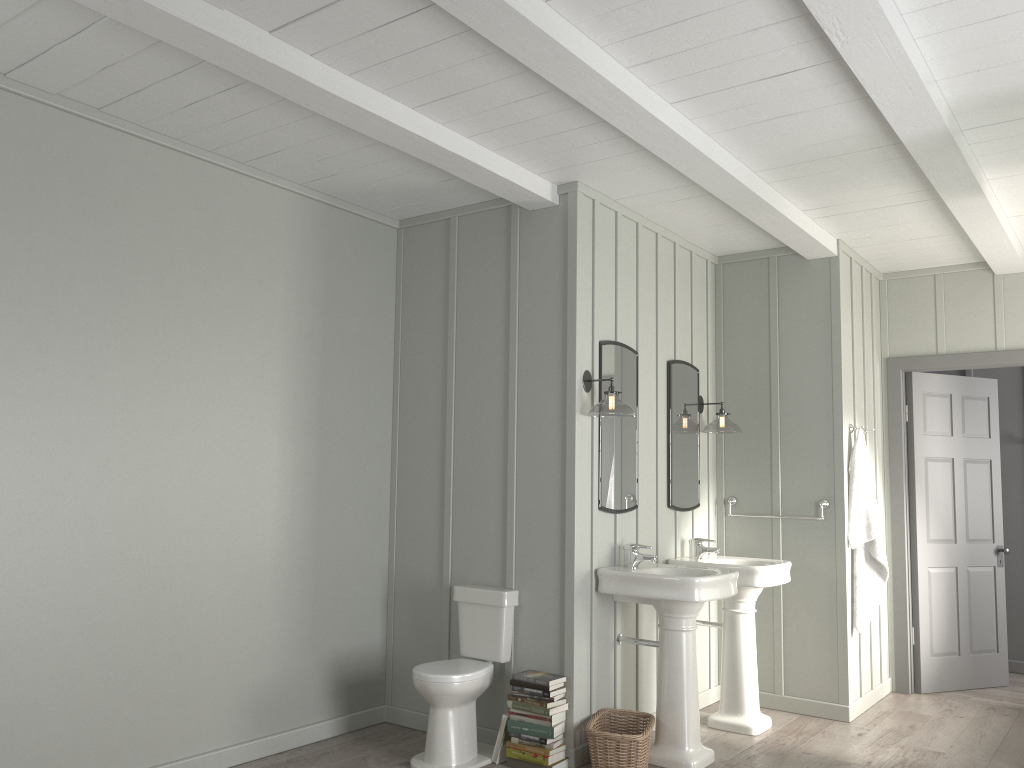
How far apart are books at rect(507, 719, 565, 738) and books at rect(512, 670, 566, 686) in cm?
20

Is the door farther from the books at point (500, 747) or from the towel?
the books at point (500, 747)

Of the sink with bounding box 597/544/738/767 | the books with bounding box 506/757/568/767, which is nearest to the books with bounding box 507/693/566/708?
the books with bounding box 506/757/568/767

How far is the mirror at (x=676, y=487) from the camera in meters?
5.1

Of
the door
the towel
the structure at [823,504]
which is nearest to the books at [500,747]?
the structure at [823,504]

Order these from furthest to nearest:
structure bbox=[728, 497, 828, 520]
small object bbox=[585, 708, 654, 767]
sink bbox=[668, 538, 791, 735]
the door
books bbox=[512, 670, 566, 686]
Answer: the door → structure bbox=[728, 497, 828, 520] → sink bbox=[668, 538, 791, 735] → books bbox=[512, 670, 566, 686] → small object bbox=[585, 708, 654, 767]

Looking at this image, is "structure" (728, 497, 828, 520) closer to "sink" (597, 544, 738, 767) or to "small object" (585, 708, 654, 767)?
"sink" (597, 544, 738, 767)

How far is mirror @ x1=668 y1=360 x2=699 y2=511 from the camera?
5.1 meters

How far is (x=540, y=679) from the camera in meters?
4.0

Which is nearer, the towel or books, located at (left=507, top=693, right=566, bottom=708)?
books, located at (left=507, top=693, right=566, bottom=708)
